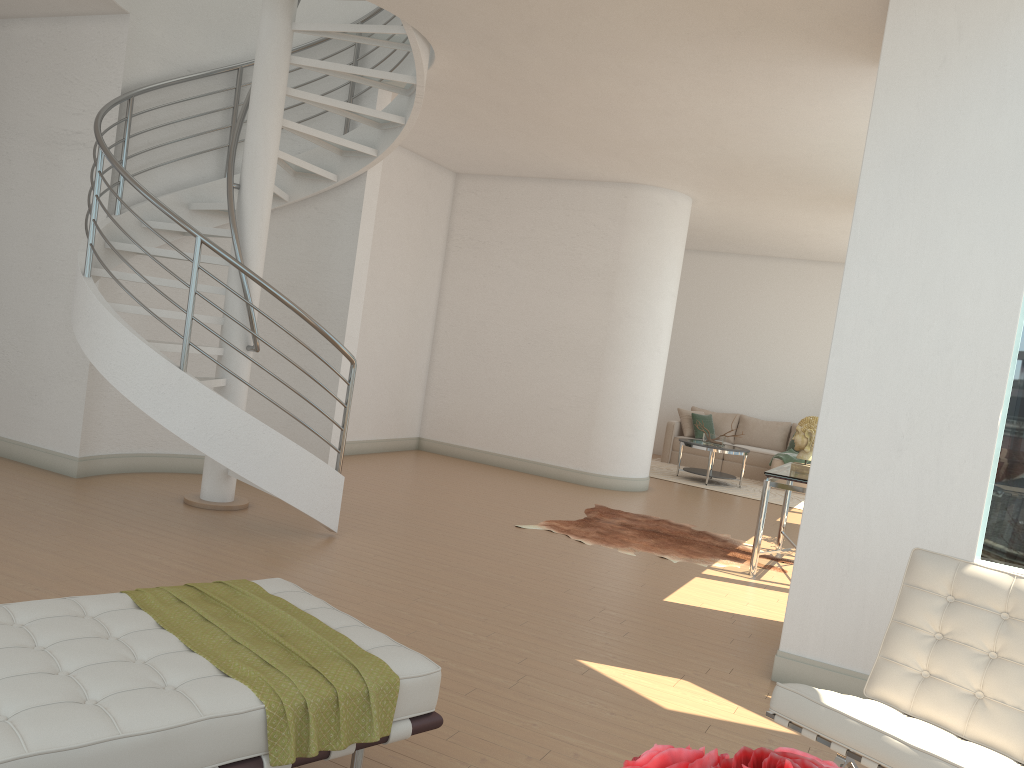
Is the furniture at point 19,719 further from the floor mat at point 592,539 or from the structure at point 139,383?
the floor mat at point 592,539

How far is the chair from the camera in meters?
2.5 m

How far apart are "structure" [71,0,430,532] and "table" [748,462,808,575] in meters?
3.1

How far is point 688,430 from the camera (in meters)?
13.53

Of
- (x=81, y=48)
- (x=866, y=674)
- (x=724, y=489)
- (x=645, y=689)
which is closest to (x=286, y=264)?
(x=81, y=48)

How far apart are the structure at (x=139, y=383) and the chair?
3.6 meters

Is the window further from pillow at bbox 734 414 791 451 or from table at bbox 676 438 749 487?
pillow at bbox 734 414 791 451

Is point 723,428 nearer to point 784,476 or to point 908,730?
point 784,476

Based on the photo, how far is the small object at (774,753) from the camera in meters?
0.8

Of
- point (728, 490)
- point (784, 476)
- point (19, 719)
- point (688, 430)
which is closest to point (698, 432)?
point (688, 430)
